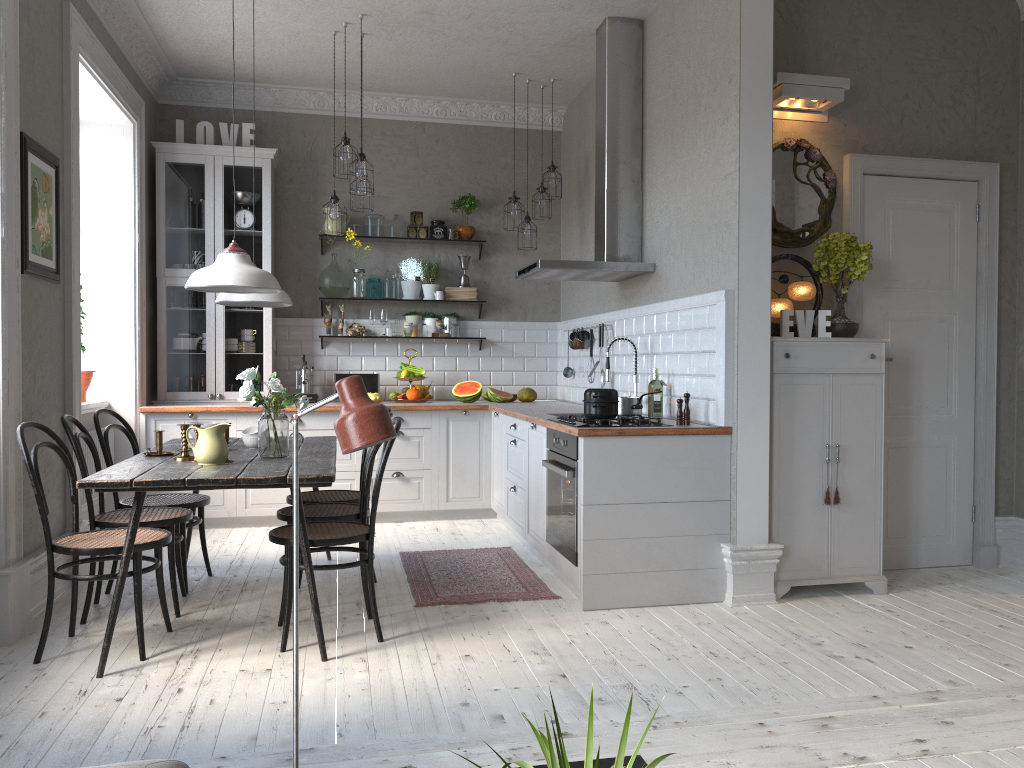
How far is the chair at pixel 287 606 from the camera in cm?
359

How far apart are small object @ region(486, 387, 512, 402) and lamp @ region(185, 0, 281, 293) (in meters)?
3.16

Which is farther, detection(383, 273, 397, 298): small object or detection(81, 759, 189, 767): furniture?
detection(383, 273, 397, 298): small object

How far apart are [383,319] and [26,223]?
3.3 meters

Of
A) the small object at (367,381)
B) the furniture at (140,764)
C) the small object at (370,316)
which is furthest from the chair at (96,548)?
the small object at (370,316)

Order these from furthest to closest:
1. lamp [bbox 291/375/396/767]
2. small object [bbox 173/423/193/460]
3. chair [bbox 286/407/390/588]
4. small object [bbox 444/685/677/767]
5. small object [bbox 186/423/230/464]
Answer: chair [bbox 286/407/390/588], small object [bbox 173/423/193/460], small object [bbox 186/423/230/464], lamp [bbox 291/375/396/767], small object [bbox 444/685/677/767]

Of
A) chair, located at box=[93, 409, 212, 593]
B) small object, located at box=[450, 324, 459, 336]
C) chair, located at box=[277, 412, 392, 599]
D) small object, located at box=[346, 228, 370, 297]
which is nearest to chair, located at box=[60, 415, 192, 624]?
chair, located at box=[93, 409, 212, 593]

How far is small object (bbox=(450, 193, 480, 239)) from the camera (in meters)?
7.15

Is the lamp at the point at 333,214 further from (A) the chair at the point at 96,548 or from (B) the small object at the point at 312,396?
(A) the chair at the point at 96,548

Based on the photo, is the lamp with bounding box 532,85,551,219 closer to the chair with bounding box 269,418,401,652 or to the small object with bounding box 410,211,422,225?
the small object with bounding box 410,211,422,225
